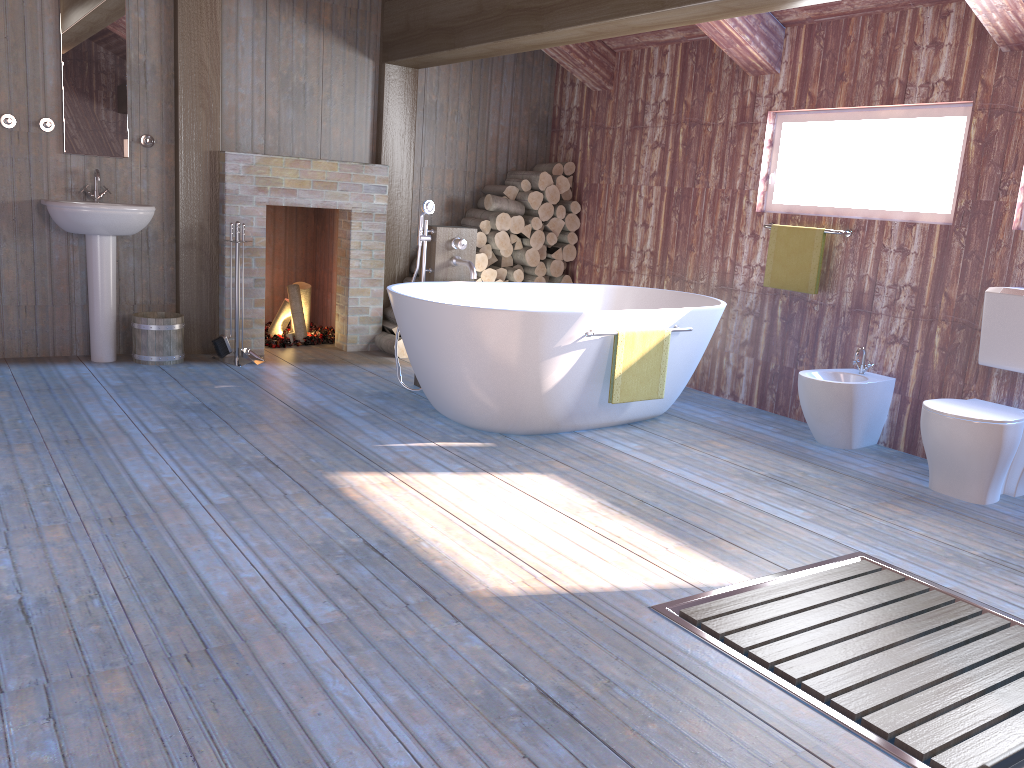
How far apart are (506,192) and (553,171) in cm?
43

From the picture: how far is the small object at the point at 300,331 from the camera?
6.4 meters

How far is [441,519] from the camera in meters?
3.2

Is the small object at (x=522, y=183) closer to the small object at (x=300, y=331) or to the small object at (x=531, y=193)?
the small object at (x=531, y=193)

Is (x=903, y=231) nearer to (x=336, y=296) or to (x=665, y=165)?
(x=665, y=165)

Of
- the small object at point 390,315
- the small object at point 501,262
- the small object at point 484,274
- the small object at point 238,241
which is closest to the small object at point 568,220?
the small object at point 501,262

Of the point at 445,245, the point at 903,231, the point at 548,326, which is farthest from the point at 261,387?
the point at 903,231

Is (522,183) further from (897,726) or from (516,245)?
(897,726)

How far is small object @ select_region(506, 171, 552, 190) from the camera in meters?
6.5 m

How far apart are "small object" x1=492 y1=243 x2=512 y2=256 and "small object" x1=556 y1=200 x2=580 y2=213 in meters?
0.6 m
